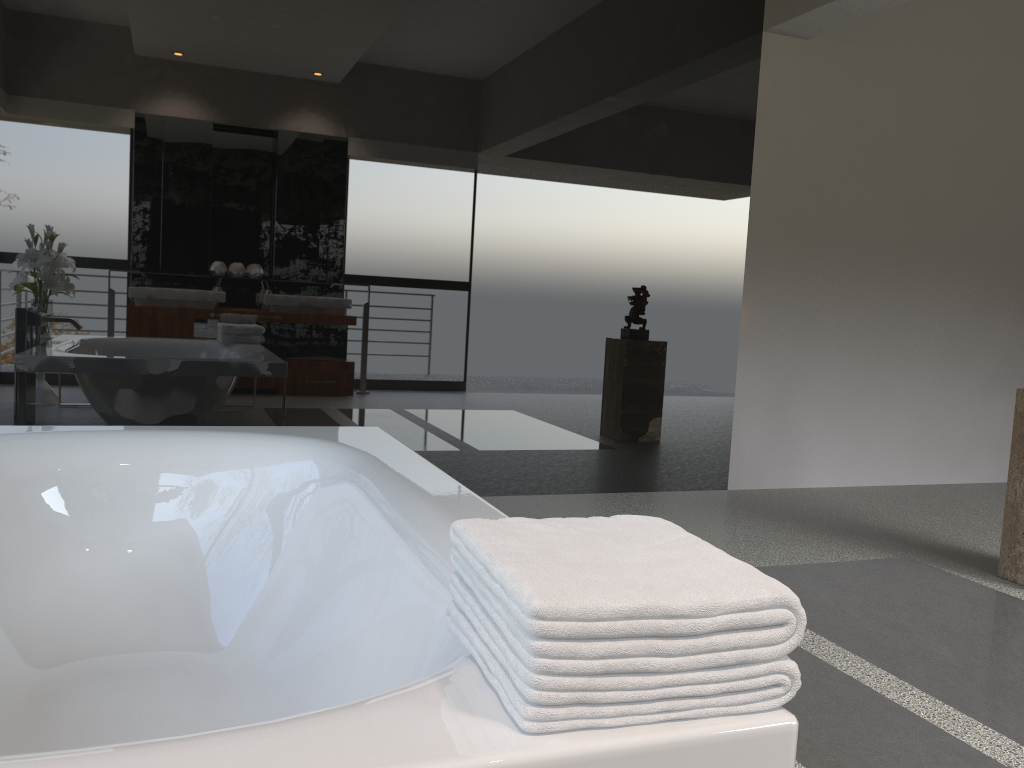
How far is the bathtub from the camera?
0.8 meters

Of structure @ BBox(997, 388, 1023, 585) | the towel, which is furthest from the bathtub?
structure @ BBox(997, 388, 1023, 585)

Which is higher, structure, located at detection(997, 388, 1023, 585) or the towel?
the towel

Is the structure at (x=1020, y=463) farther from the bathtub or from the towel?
the towel

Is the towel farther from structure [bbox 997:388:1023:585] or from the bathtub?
structure [bbox 997:388:1023:585]

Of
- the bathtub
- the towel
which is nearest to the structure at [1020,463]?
the bathtub

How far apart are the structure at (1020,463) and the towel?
2.62m

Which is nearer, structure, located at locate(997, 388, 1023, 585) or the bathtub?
the bathtub

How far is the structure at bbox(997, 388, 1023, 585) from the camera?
3.2 meters

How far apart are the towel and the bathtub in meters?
0.0 m
